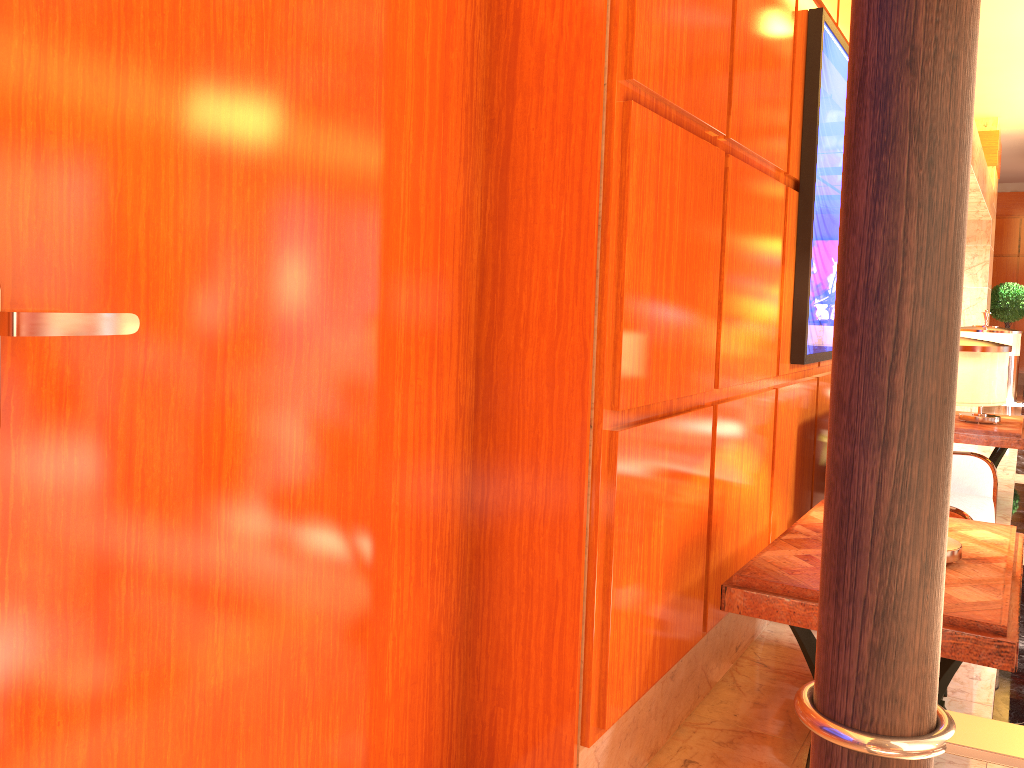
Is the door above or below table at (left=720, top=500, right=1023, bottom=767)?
above

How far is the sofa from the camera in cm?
447

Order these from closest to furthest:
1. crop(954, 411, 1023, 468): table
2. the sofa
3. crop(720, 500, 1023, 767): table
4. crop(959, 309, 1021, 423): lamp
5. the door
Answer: the door → crop(720, 500, 1023, 767): table → the sofa → crop(954, 411, 1023, 468): table → crop(959, 309, 1021, 423): lamp

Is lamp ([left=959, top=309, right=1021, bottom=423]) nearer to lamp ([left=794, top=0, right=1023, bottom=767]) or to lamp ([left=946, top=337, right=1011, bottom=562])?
lamp ([left=946, top=337, right=1011, bottom=562])

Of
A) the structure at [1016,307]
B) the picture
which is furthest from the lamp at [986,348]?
the structure at [1016,307]

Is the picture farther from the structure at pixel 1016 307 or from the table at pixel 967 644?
the structure at pixel 1016 307

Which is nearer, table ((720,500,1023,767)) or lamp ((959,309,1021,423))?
table ((720,500,1023,767))

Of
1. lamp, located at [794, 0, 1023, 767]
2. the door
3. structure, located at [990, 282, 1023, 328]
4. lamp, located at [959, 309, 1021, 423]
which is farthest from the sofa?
structure, located at [990, 282, 1023, 328]

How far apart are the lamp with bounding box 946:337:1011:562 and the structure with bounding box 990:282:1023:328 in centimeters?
1329cm

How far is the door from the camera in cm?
130
